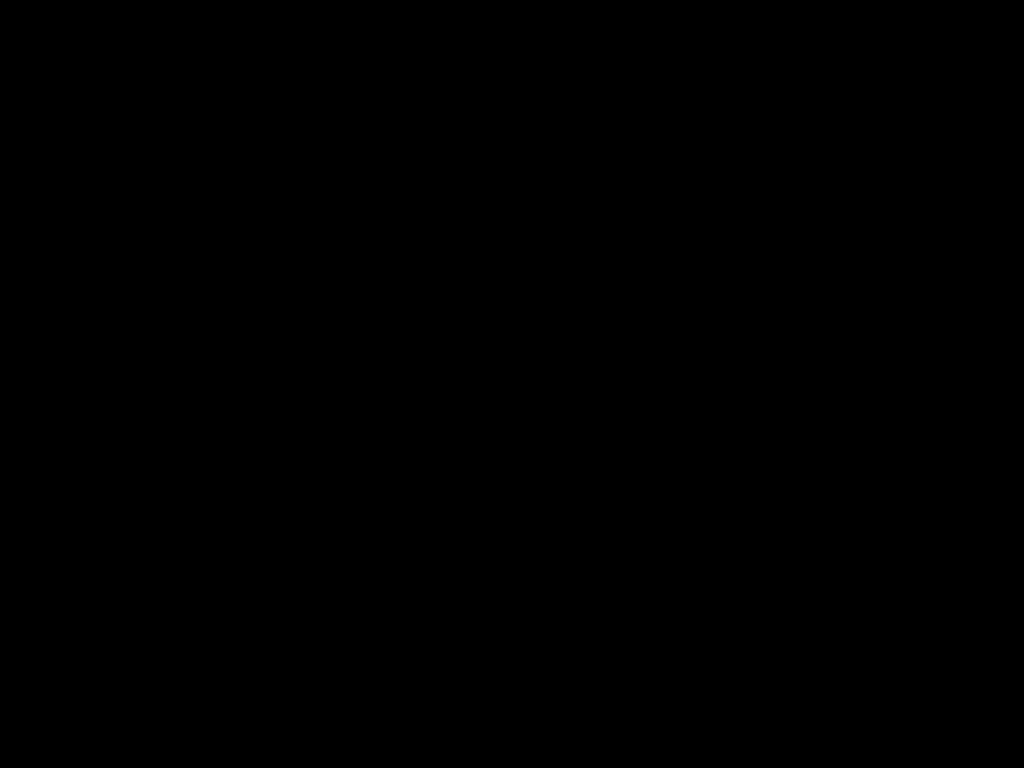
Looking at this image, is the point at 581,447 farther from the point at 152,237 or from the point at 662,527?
the point at 152,237
